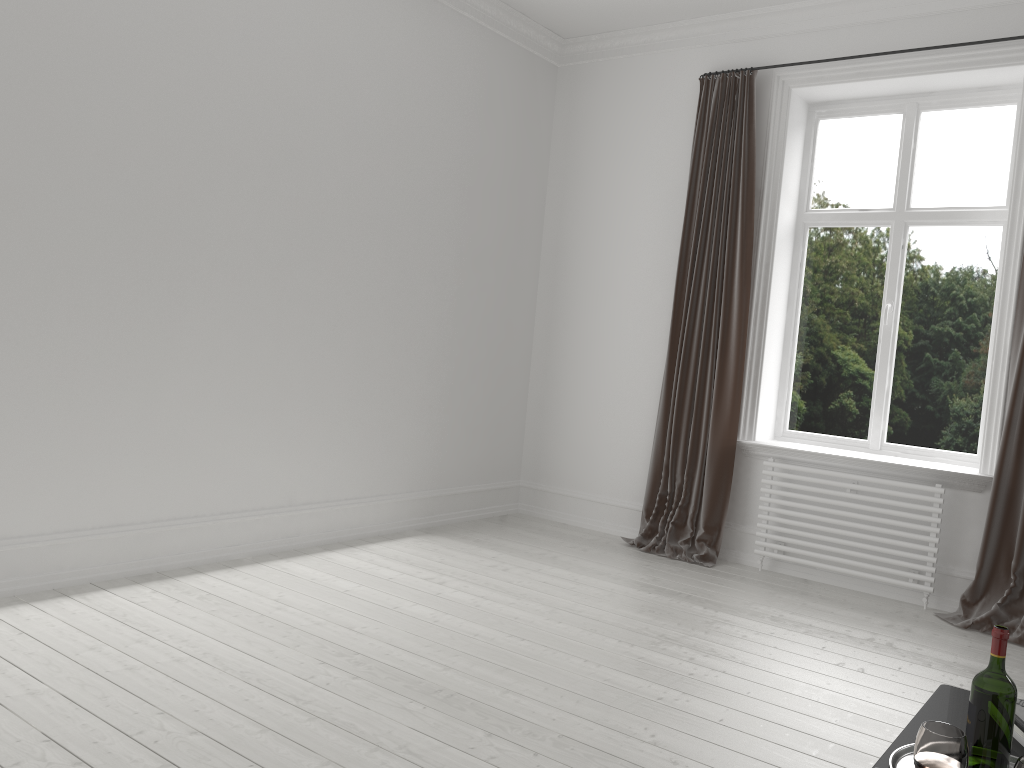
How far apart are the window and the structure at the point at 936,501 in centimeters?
39cm

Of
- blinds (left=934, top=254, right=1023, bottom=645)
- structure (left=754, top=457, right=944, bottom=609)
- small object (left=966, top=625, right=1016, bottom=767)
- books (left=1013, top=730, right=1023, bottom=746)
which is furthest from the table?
structure (left=754, top=457, right=944, bottom=609)

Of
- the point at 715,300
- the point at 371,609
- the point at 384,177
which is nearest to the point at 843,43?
the point at 715,300

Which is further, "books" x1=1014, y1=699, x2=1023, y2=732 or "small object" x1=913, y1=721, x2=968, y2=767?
"books" x1=1014, y1=699, x2=1023, y2=732

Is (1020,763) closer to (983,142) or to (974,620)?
(974,620)

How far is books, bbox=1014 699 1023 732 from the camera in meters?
2.0 m

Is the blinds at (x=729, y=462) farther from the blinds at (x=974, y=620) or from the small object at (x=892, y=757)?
the small object at (x=892, y=757)

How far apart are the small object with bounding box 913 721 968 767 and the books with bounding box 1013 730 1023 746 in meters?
0.3

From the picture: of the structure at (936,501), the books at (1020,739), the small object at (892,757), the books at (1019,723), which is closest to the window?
the structure at (936,501)

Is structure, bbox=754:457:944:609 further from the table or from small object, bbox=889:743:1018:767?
small object, bbox=889:743:1018:767
